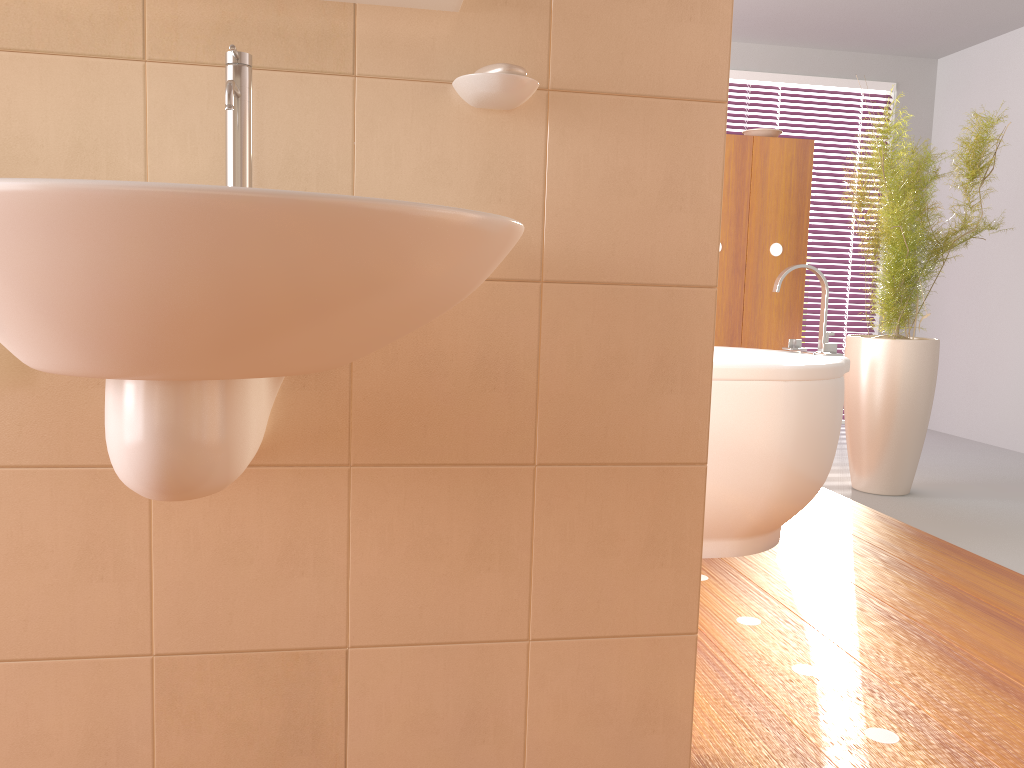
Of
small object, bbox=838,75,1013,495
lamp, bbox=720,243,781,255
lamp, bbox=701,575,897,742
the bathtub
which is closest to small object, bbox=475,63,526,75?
lamp, bbox=701,575,897,742

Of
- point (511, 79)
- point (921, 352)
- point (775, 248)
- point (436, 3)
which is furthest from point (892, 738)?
point (775, 248)

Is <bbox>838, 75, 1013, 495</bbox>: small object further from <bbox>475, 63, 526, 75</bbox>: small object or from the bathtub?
<bbox>475, 63, 526, 75</bbox>: small object

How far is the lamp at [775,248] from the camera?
3.83m

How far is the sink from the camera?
0.7 meters

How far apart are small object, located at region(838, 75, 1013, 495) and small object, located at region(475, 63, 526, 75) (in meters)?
2.38

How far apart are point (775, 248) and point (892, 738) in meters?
2.6 m

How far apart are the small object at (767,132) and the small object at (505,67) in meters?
2.9 m

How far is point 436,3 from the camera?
1.2 meters

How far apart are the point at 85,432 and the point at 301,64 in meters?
0.6 m
